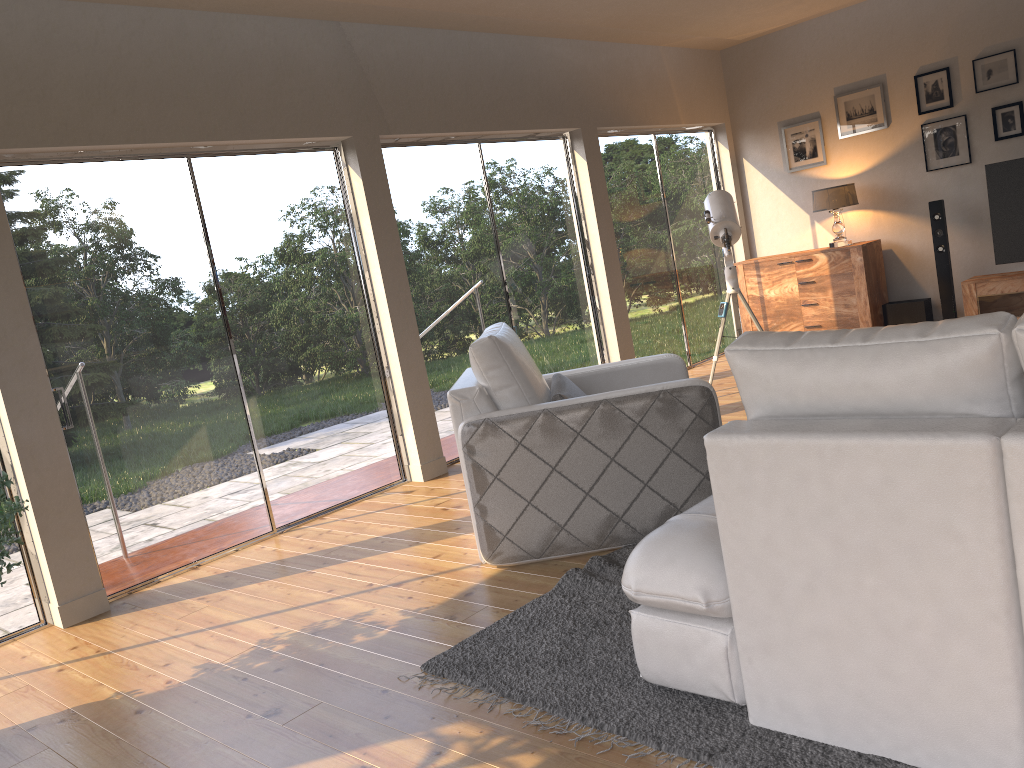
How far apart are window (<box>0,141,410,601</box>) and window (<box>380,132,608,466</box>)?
0.4 meters

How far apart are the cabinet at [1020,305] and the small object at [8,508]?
6.63m

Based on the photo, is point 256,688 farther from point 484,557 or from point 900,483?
point 900,483

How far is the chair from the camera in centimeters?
356cm

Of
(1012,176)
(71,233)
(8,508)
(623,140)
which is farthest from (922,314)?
(8,508)

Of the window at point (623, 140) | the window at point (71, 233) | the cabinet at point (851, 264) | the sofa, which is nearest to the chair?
the sofa

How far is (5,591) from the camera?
4.0 meters

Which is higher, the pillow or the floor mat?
the pillow

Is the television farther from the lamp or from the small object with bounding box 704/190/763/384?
the small object with bounding box 704/190/763/384

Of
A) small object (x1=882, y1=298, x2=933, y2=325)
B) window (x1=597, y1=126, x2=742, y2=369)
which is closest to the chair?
window (x1=597, y1=126, x2=742, y2=369)
